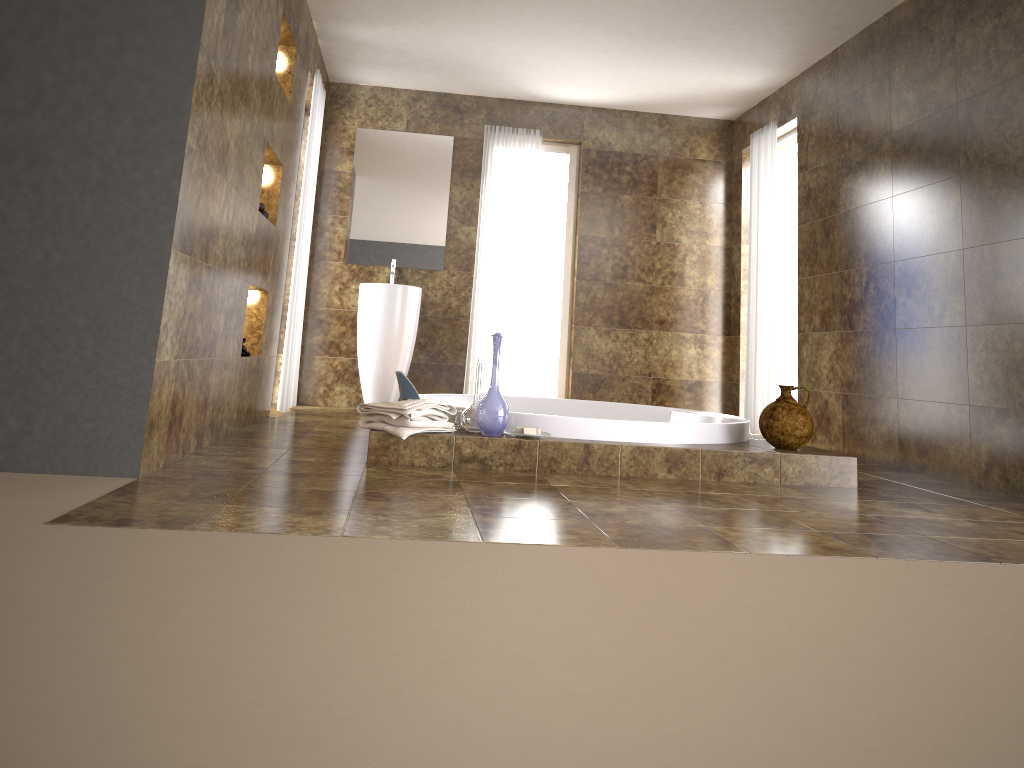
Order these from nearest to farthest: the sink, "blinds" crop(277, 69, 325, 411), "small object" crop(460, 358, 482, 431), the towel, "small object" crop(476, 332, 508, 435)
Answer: the towel, "small object" crop(476, 332, 508, 435), "small object" crop(460, 358, 482, 431), "blinds" crop(277, 69, 325, 411), the sink

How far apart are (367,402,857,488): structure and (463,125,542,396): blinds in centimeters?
250cm

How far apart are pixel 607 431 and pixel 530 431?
0.4m

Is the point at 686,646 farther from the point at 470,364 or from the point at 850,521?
the point at 470,364

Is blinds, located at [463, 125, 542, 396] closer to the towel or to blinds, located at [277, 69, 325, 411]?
blinds, located at [277, 69, 325, 411]

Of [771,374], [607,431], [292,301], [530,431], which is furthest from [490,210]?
[530,431]

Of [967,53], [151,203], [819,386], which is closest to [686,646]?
[151,203]

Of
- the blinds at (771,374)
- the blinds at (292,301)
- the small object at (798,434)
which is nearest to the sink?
the blinds at (292,301)

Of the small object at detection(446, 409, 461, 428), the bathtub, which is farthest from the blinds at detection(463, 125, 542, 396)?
the small object at detection(446, 409, 461, 428)

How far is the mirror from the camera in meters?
6.6 m
